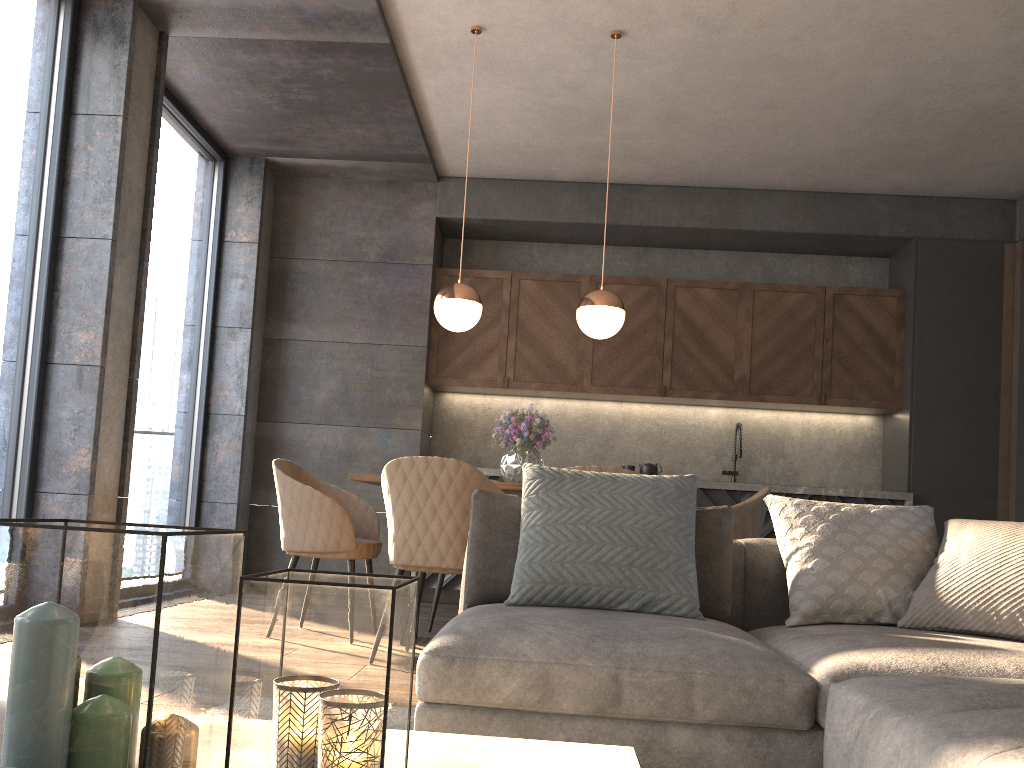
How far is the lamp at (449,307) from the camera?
4.3 meters

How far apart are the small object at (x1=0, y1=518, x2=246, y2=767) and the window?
3.44m

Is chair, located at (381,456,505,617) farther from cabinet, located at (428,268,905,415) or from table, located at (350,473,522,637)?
cabinet, located at (428,268,905,415)

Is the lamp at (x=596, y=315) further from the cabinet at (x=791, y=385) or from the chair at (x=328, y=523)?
the cabinet at (x=791, y=385)

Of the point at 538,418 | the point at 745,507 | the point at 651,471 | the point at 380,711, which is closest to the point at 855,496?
the point at 651,471

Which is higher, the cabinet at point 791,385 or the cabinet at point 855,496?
the cabinet at point 791,385

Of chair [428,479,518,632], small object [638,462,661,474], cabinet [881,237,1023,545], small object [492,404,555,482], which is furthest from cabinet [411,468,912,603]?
small object [492,404,555,482]

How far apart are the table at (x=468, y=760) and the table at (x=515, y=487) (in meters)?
2.71

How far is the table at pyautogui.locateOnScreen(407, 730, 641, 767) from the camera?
1.02m

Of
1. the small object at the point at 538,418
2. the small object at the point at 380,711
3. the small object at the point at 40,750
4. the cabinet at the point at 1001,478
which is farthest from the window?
the cabinet at the point at 1001,478
